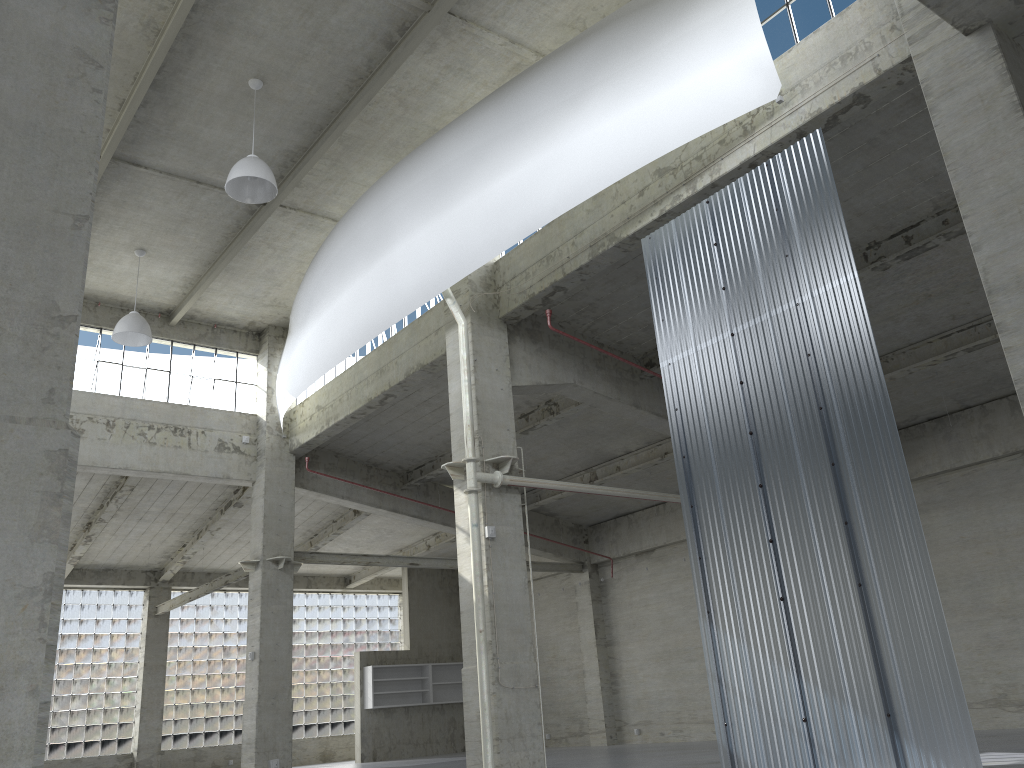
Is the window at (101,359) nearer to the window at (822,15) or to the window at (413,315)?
the window at (413,315)

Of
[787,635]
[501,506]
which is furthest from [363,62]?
[787,635]

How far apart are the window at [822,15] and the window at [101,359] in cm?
2221

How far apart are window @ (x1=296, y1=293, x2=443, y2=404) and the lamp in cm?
667

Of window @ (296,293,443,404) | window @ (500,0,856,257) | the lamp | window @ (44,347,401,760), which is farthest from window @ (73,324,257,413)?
window @ (500,0,856,257)

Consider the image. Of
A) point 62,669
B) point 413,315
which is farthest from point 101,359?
point 62,669

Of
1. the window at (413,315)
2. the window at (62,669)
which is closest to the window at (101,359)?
the window at (413,315)

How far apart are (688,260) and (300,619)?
35.2m

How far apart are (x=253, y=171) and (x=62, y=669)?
29.64m

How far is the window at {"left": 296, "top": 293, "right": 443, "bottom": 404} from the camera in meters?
26.1
